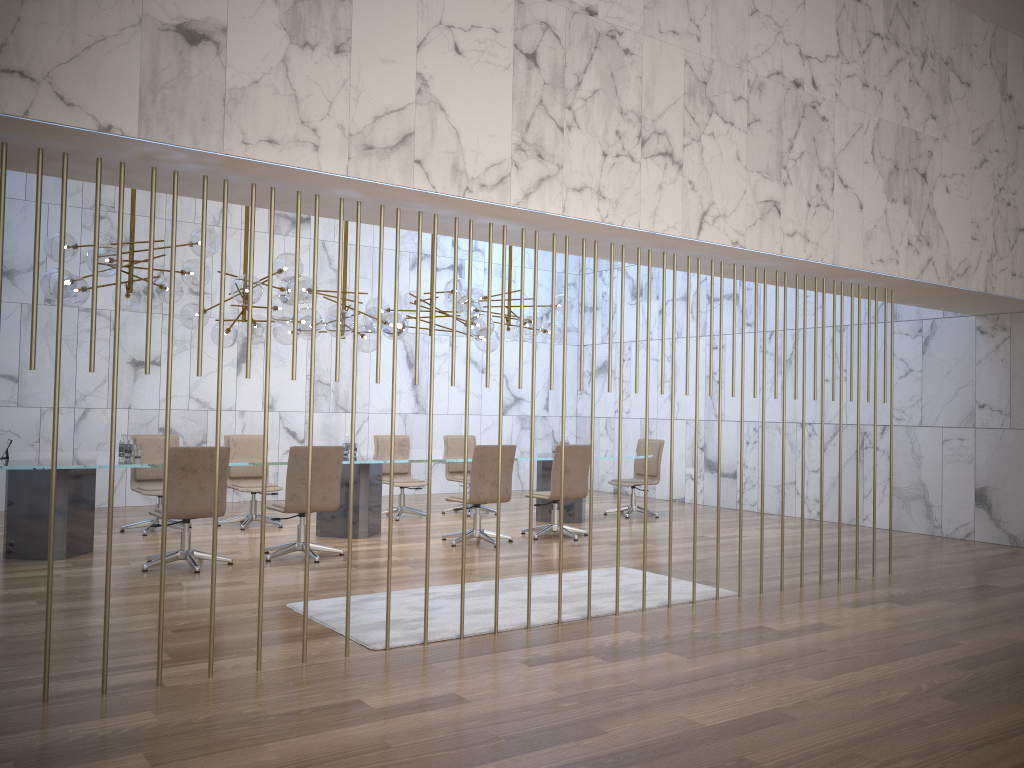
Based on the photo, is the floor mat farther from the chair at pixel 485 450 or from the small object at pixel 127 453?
the small object at pixel 127 453

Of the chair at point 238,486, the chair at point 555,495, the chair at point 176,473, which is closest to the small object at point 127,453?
the chair at point 176,473

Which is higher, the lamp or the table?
the lamp

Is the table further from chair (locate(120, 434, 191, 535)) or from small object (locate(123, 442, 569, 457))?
chair (locate(120, 434, 191, 535))

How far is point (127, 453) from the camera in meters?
8.0 m

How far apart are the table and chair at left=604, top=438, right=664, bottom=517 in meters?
0.7

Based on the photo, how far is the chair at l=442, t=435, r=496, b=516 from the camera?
11.5 meters

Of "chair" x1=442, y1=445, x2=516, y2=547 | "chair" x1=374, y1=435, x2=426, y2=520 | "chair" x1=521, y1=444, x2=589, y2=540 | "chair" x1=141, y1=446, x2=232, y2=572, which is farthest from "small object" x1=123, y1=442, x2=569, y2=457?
"chair" x1=521, y1=444, x2=589, y2=540

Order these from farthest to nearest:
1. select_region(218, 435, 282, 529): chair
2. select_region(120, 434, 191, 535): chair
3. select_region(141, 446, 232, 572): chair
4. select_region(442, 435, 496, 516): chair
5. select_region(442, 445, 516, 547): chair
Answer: select_region(442, 435, 496, 516): chair < select_region(218, 435, 282, 529): chair < select_region(120, 434, 191, 535): chair < select_region(442, 445, 516, 547): chair < select_region(141, 446, 232, 572): chair

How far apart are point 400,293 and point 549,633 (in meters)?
9.00
